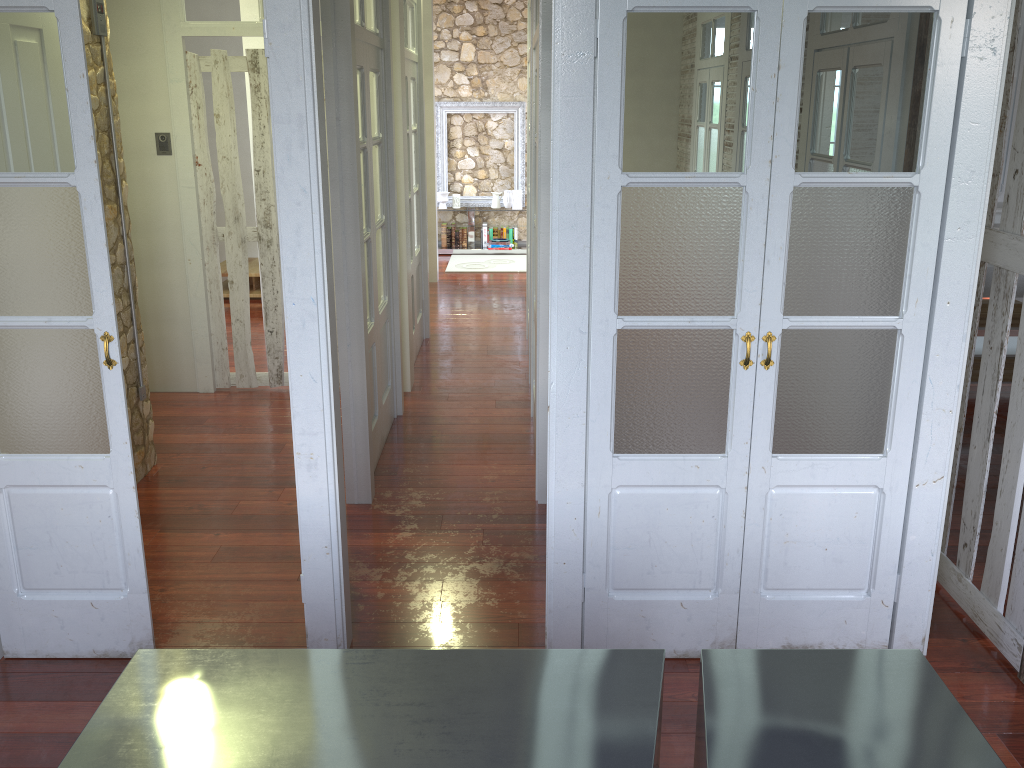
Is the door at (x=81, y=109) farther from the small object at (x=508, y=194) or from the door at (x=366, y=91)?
the small object at (x=508, y=194)

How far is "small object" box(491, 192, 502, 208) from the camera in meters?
10.6 m

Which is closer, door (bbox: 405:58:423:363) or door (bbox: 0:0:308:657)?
door (bbox: 0:0:308:657)

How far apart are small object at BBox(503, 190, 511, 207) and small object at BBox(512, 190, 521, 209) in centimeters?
13cm

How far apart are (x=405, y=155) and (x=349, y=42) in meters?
1.8

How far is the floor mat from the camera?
9.76m

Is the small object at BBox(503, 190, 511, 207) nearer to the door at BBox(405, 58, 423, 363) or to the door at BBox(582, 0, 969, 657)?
the door at BBox(405, 58, 423, 363)

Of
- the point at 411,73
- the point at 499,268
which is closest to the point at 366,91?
the point at 411,73

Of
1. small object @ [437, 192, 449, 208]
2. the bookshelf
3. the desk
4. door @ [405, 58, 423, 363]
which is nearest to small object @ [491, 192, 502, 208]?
the bookshelf

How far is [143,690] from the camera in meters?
1.8 m
